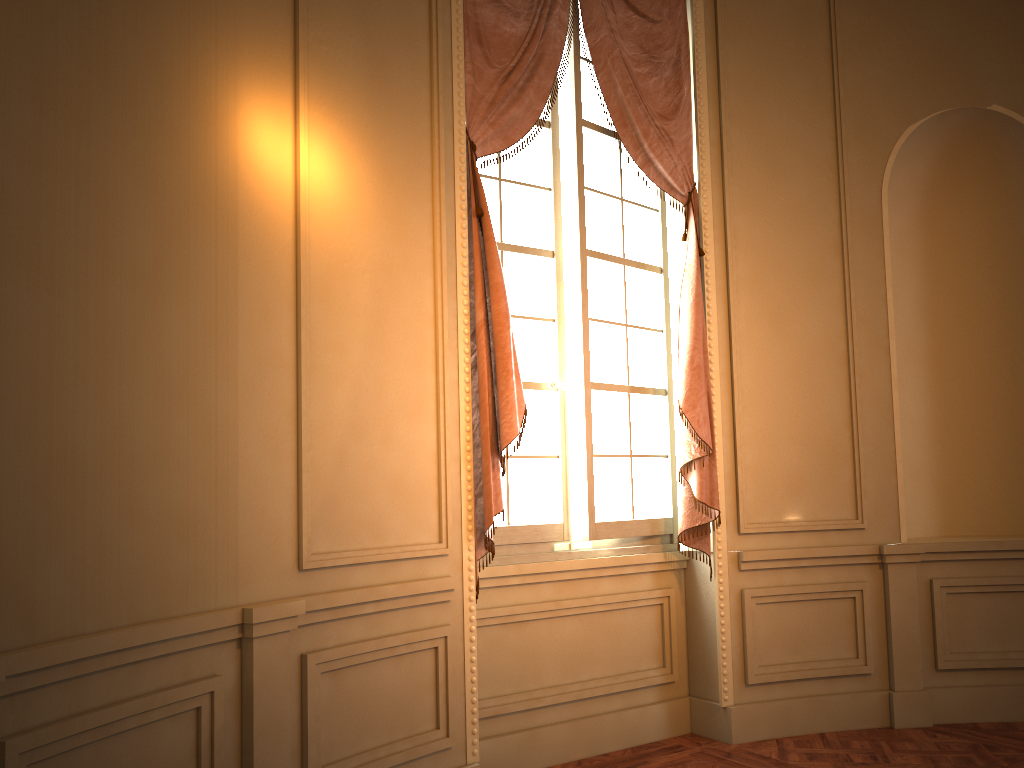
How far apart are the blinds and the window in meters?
0.1

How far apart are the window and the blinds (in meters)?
0.06

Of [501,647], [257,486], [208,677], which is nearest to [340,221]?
[257,486]

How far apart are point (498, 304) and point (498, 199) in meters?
0.7

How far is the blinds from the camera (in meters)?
3.50

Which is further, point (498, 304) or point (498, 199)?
point (498, 199)

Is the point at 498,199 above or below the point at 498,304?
above

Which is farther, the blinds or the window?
the window

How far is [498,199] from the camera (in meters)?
3.99

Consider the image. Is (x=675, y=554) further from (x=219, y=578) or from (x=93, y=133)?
(x=93, y=133)
